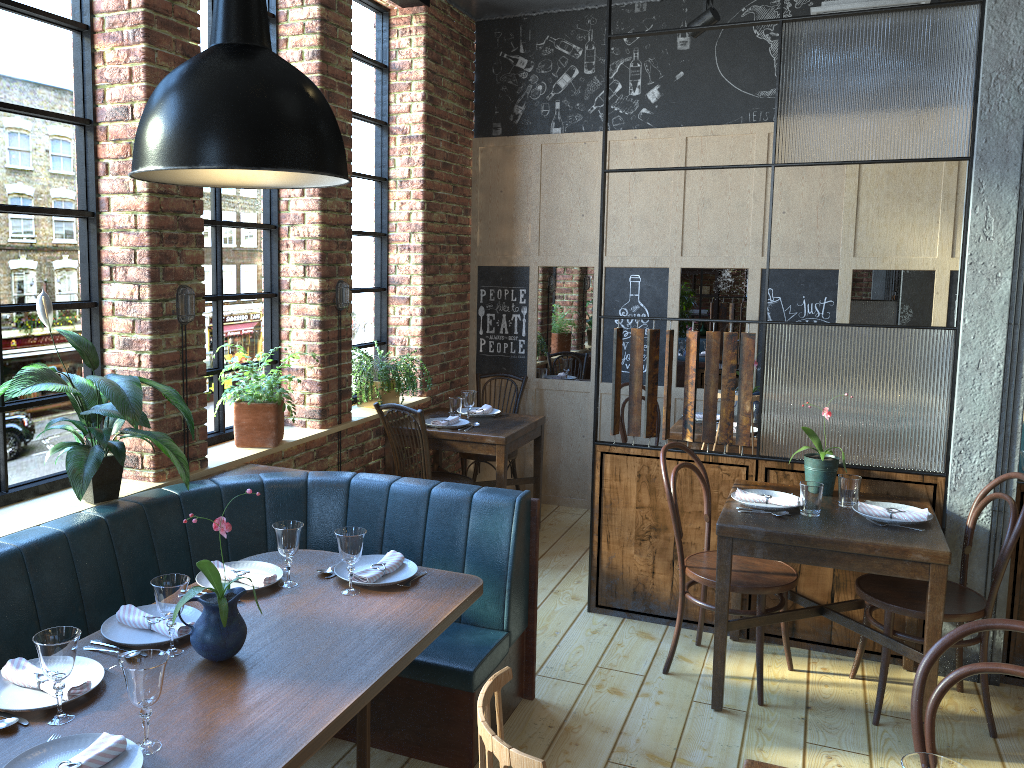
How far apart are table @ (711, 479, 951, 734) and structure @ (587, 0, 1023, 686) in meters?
0.1 m

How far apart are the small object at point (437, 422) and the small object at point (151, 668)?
3.2 meters

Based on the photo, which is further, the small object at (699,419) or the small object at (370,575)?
the small object at (699,419)

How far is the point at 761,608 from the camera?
3.5 meters

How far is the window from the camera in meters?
2.9 m

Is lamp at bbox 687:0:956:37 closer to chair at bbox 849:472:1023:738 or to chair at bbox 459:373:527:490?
chair at bbox 459:373:527:490

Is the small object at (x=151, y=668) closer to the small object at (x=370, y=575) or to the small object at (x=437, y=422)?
the small object at (x=370, y=575)

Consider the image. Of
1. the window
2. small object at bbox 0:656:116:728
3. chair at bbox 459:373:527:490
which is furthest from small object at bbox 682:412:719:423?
small object at bbox 0:656:116:728

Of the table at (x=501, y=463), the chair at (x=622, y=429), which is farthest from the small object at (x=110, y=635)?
the chair at (x=622, y=429)

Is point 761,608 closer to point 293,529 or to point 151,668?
point 293,529
